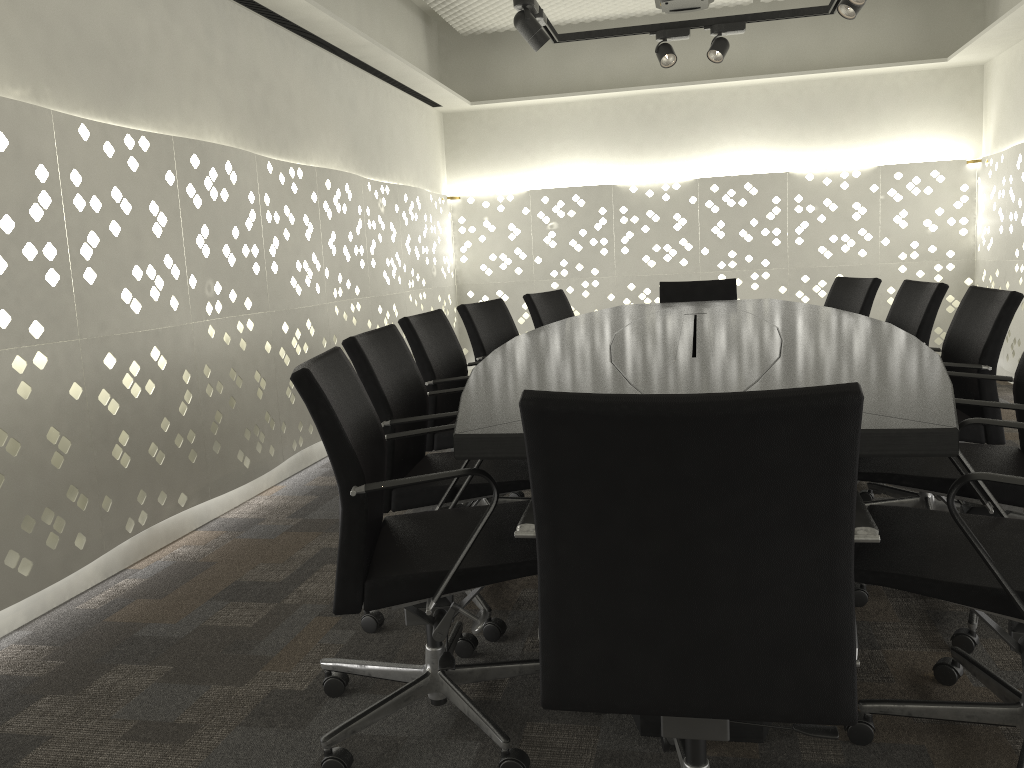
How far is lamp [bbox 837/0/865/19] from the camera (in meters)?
3.81

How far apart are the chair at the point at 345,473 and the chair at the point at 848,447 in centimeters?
22cm

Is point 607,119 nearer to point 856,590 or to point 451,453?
point 451,453

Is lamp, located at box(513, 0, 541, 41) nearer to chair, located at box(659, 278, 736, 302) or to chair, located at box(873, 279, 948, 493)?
chair, located at box(659, 278, 736, 302)

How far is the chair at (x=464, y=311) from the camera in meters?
3.5

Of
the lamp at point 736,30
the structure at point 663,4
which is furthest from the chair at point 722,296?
the structure at point 663,4

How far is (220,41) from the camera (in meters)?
3.52

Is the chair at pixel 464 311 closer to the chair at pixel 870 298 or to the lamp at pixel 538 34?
the lamp at pixel 538 34

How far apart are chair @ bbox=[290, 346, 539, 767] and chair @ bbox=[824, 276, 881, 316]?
2.5 meters

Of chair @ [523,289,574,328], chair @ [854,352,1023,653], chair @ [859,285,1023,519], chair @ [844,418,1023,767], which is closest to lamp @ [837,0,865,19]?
chair @ [859,285,1023,519]
